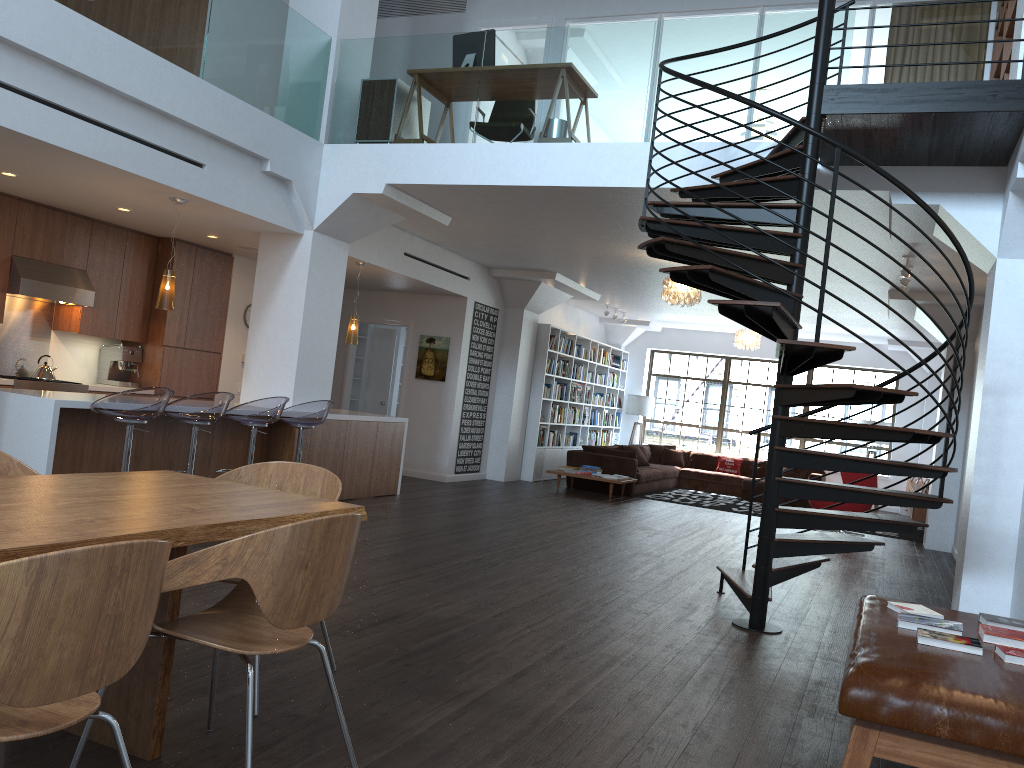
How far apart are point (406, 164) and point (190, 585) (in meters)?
6.09

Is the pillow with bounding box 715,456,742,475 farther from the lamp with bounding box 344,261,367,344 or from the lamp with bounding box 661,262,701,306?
the lamp with bounding box 344,261,367,344

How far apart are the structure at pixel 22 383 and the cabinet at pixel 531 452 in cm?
664

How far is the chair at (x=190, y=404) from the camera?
Result: 6.28m

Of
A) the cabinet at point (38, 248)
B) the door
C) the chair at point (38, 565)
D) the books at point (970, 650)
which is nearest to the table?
the chair at point (38, 565)

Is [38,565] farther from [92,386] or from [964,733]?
[92,386]

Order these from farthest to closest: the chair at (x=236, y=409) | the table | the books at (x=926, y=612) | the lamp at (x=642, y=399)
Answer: the lamp at (x=642, y=399) → the chair at (x=236, y=409) → the books at (x=926, y=612) → the table

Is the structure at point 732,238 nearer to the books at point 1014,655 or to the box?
the books at point 1014,655

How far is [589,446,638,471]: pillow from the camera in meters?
13.2

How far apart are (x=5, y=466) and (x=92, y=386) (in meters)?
5.78
